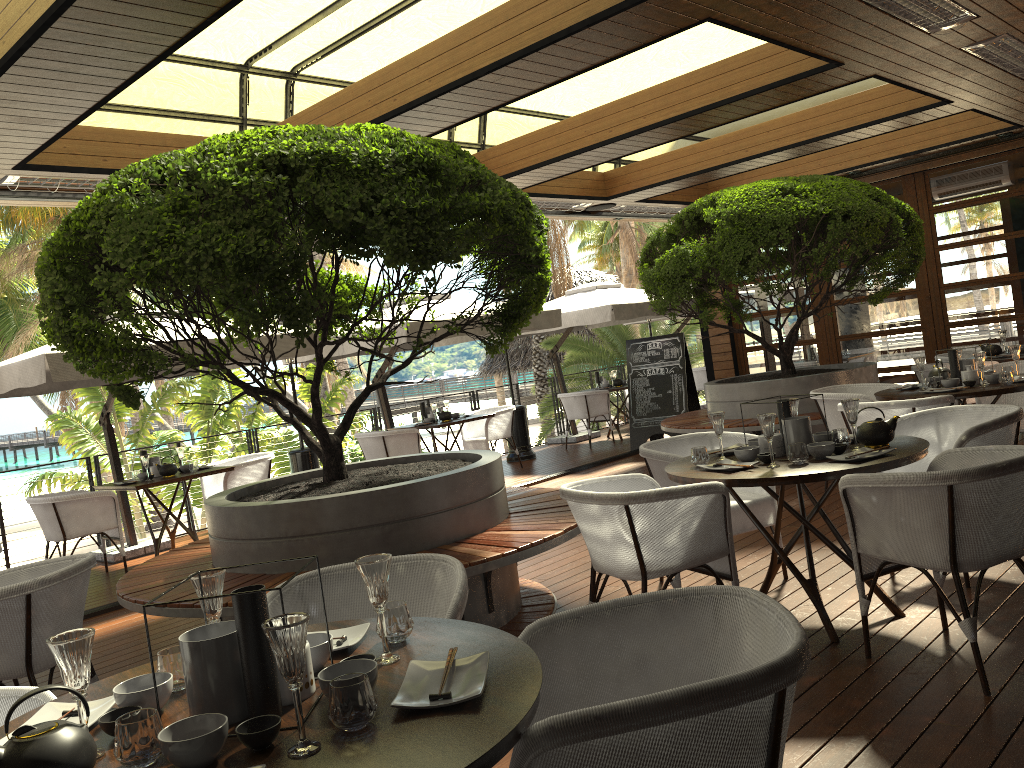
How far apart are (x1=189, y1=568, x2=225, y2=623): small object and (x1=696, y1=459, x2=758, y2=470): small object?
2.5 meters

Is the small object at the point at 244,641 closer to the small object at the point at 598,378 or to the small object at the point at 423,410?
the small object at the point at 423,410

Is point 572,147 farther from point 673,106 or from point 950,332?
point 950,332

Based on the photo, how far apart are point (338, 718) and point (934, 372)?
6.0m

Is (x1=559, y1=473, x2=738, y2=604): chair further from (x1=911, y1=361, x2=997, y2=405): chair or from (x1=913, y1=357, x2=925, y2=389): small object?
(x1=911, y1=361, x2=997, y2=405): chair

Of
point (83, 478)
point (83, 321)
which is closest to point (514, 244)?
point (83, 321)

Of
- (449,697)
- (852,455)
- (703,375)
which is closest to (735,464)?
(852,455)

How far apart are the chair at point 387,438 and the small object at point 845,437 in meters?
6.2 m

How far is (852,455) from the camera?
3.71m

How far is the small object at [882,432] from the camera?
3.9m
